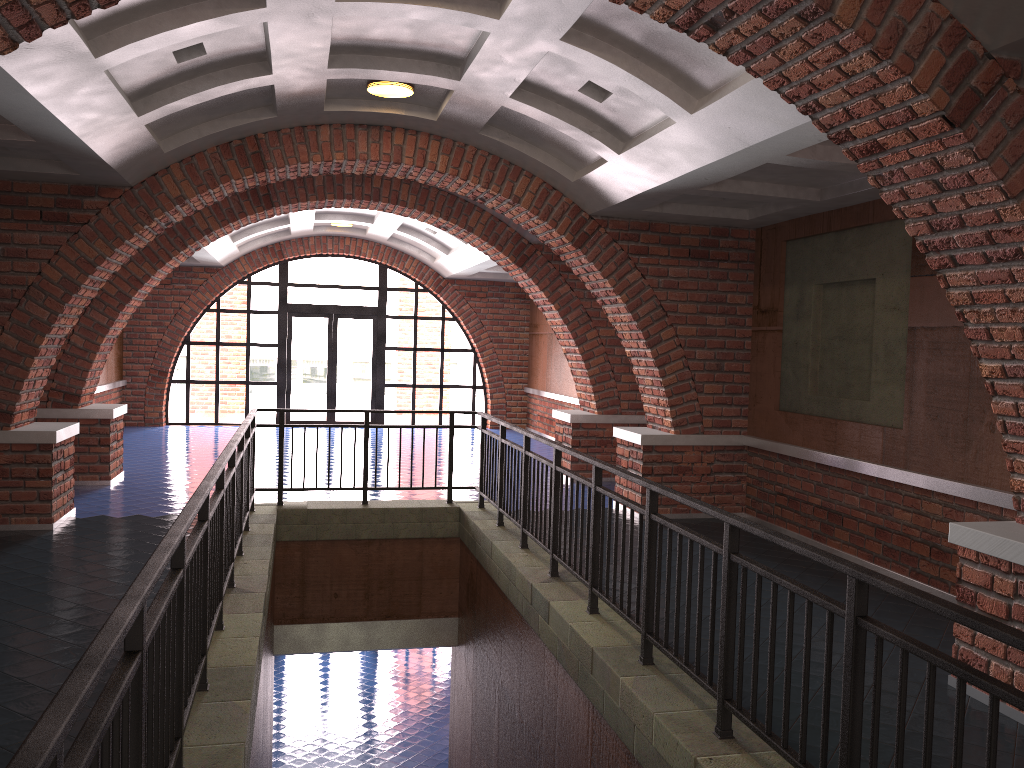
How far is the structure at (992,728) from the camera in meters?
2.3 m

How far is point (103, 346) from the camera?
10.14m

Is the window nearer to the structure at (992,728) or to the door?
the door

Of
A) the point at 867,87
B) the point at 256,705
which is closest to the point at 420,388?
the point at 256,705

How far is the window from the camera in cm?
1730

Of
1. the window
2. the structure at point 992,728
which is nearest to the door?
the window

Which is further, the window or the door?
the door

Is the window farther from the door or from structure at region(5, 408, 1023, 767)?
structure at region(5, 408, 1023, 767)

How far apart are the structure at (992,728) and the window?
A: 9.21m

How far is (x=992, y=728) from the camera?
2.3 meters
